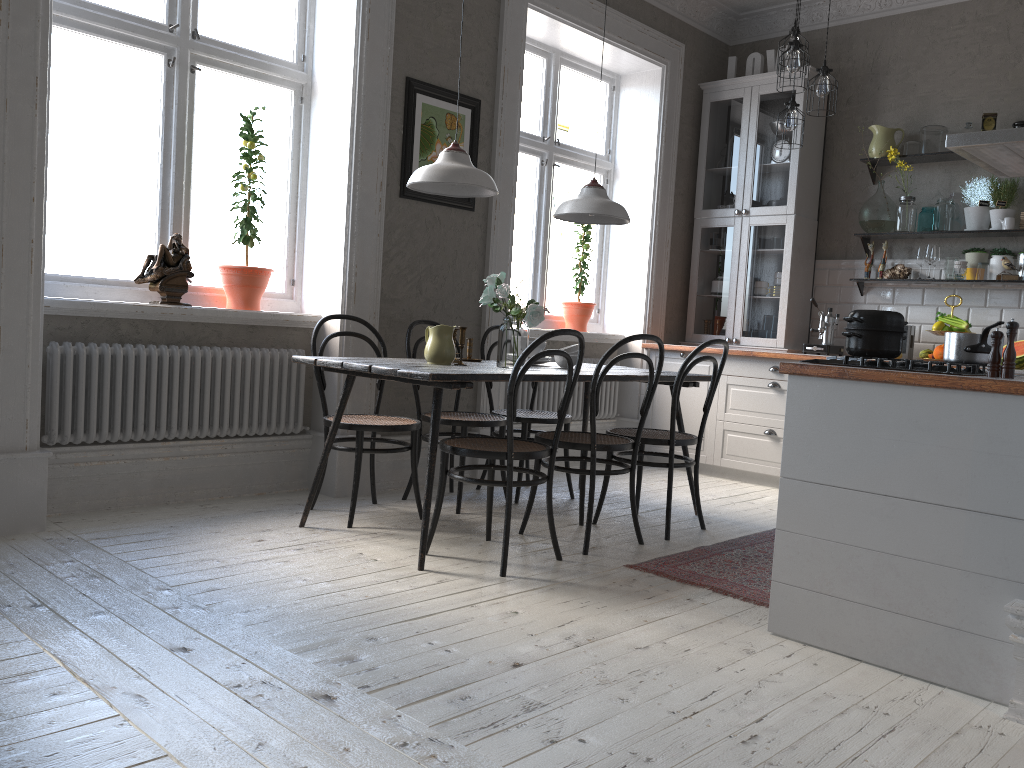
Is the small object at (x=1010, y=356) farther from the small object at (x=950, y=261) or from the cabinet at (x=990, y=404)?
Result: the small object at (x=950, y=261)

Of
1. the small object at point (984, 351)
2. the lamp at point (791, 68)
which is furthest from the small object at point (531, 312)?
the lamp at point (791, 68)

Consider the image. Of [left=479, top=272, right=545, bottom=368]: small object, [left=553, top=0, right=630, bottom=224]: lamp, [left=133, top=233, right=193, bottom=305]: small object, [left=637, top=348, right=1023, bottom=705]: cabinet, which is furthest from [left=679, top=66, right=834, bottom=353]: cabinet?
[left=133, top=233, right=193, bottom=305]: small object

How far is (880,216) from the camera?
5.65m

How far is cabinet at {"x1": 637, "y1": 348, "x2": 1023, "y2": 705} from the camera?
2.3m

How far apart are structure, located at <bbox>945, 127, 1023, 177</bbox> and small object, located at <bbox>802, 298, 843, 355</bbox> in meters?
2.0 m

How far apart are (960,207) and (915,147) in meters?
0.5 m

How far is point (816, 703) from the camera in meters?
2.2 m

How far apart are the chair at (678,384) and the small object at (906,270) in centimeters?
216cm

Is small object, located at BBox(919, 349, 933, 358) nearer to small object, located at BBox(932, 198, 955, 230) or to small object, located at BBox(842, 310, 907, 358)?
small object, located at BBox(932, 198, 955, 230)
